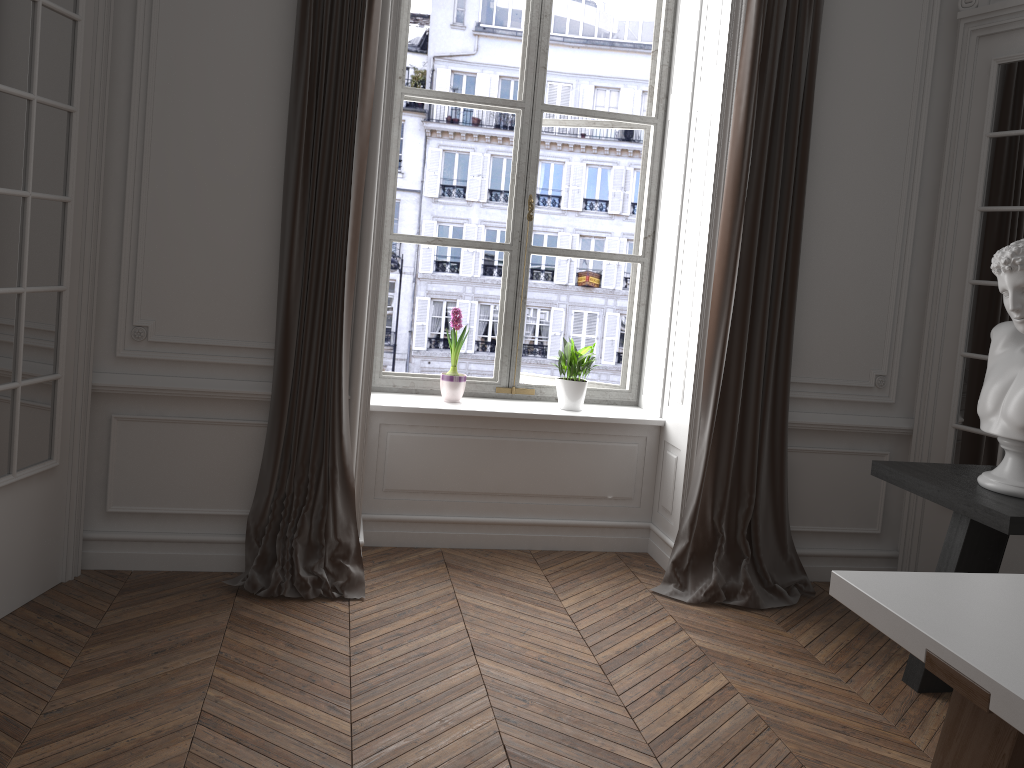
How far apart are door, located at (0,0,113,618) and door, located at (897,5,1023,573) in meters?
3.6 m

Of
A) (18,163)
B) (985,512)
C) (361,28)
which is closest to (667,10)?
(361,28)

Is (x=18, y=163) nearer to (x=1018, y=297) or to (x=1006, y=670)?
(x=1006, y=670)

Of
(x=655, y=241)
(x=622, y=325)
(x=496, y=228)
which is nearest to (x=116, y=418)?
(x=655, y=241)

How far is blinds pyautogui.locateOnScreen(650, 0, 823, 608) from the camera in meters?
3.9

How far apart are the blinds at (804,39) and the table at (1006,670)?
1.8m

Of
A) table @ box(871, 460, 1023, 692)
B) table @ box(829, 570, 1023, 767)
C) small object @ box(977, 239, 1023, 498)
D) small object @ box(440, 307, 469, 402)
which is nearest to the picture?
small object @ box(440, 307, 469, 402)

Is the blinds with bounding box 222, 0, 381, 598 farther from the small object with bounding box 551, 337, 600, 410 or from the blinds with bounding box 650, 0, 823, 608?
the blinds with bounding box 650, 0, 823, 608

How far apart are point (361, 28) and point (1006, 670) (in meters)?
3.12

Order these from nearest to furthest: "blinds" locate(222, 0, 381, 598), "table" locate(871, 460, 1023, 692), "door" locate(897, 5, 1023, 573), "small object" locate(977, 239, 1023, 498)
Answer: "table" locate(871, 460, 1023, 692) < "small object" locate(977, 239, 1023, 498) < "blinds" locate(222, 0, 381, 598) < "door" locate(897, 5, 1023, 573)
